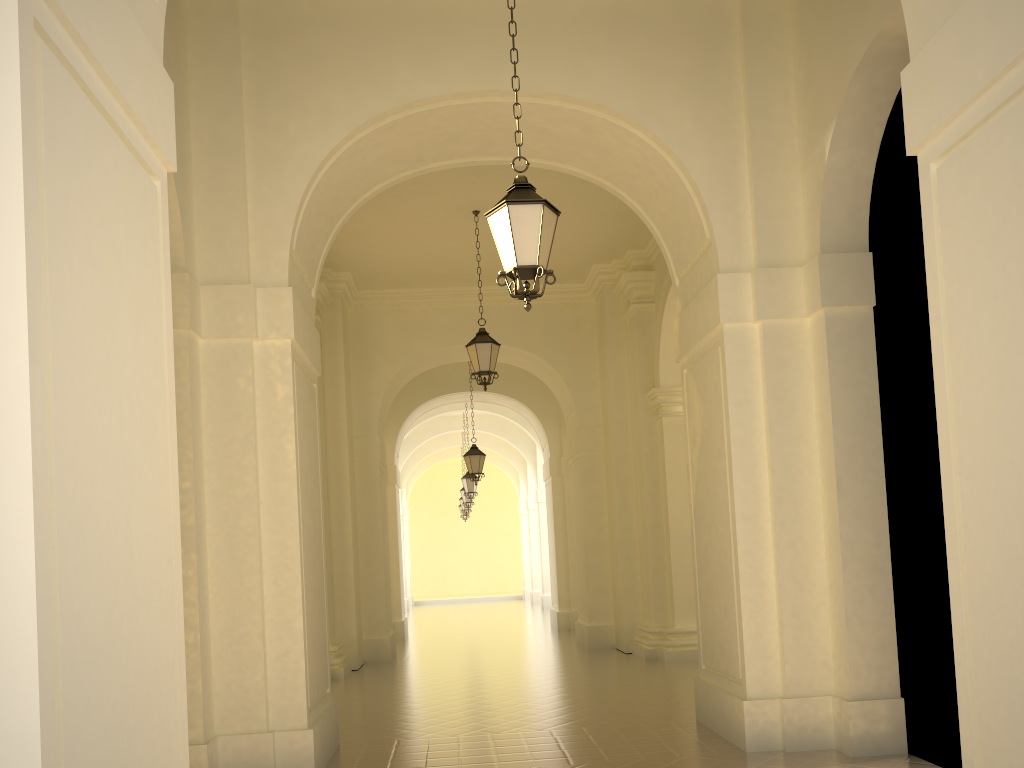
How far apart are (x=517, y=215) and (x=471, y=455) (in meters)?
12.95

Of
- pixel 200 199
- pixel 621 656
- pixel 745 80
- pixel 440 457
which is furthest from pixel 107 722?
pixel 440 457

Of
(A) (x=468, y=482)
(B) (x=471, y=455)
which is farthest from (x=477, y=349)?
(A) (x=468, y=482)

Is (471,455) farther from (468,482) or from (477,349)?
(477,349)

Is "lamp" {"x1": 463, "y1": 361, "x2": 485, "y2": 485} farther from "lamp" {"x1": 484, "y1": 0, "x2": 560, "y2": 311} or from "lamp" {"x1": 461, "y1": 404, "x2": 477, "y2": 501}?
"lamp" {"x1": 484, "y1": 0, "x2": 560, "y2": 311}

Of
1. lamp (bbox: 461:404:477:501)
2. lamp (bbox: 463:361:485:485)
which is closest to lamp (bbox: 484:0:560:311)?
lamp (bbox: 463:361:485:485)

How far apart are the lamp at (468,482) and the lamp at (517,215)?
17.7 meters

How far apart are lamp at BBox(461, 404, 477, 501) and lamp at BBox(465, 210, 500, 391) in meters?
11.4

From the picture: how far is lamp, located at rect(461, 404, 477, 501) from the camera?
23.4 meters

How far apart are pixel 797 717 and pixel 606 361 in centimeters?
907cm
